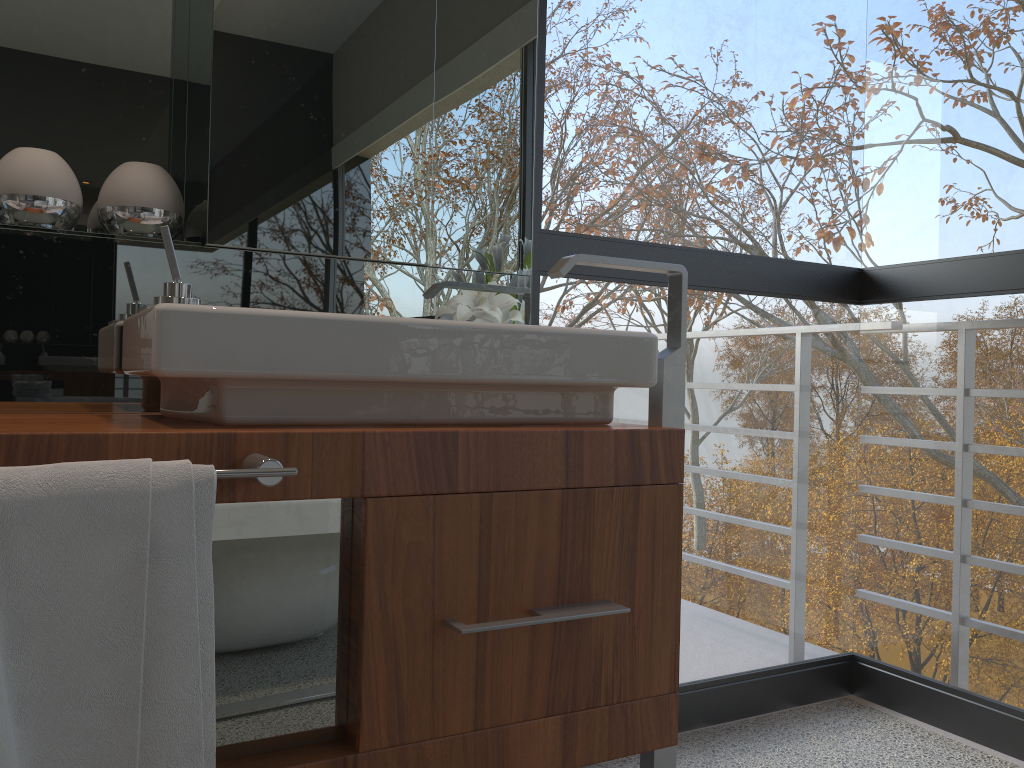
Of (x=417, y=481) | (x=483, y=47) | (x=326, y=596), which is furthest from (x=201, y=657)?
(x=483, y=47)

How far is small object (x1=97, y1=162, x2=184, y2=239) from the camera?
1.4 meters

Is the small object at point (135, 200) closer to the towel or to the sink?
the sink

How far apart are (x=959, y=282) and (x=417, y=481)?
1.48m

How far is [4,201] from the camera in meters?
1.3

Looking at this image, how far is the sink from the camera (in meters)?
1.07

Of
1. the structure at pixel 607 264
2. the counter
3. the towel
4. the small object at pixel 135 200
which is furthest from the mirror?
the towel

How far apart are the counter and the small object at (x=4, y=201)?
0.34m

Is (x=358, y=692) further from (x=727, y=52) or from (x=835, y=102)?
(x=835, y=102)

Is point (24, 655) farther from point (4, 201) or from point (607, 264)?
point (607, 264)
